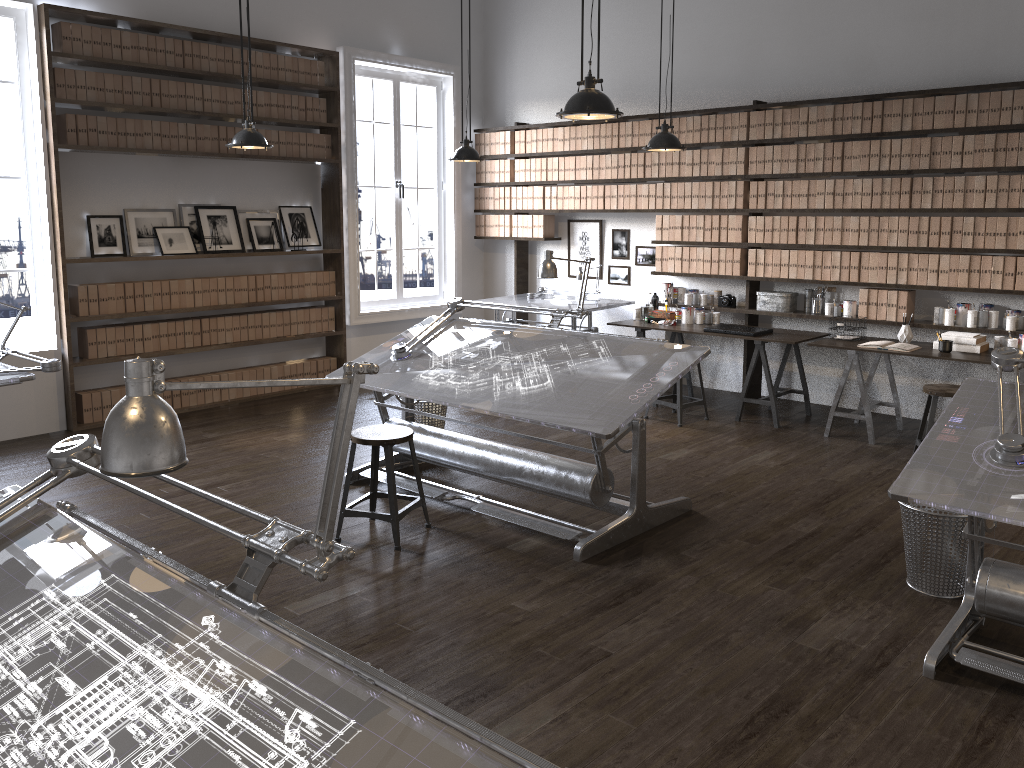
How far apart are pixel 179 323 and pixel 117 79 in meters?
1.9 m

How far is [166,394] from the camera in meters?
7.1 m

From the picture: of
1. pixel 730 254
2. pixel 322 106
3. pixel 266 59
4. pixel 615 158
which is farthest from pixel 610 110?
pixel 322 106

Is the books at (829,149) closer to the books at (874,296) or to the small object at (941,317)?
the books at (874,296)

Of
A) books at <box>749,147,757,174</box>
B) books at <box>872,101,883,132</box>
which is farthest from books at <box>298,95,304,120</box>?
books at <box>872,101,883,132</box>

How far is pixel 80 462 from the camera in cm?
209

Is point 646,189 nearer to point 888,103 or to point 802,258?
point 802,258

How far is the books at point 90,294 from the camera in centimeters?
650cm

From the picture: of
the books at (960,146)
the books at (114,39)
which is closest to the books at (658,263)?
the books at (960,146)

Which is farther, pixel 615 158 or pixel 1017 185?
pixel 615 158
